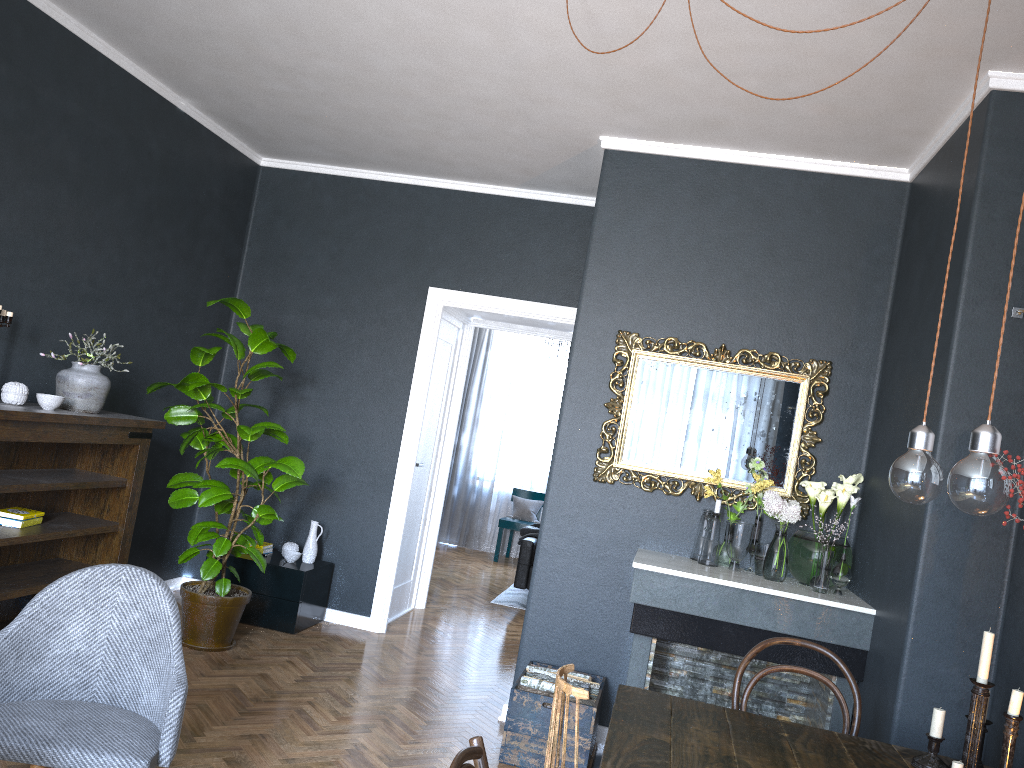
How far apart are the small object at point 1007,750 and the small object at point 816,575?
1.40m

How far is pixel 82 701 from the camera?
2.67m

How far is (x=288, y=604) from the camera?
5.3m

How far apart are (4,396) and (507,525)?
6.3m

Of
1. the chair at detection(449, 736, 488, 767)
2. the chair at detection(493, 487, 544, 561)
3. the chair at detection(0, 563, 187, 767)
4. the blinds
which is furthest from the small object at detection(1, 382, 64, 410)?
the blinds

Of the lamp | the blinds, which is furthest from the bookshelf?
the blinds

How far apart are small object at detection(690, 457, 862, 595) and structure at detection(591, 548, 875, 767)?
0.0m

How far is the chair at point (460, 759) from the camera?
1.6m

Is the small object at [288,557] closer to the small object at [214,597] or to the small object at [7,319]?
the small object at [214,597]

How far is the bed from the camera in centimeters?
734cm
